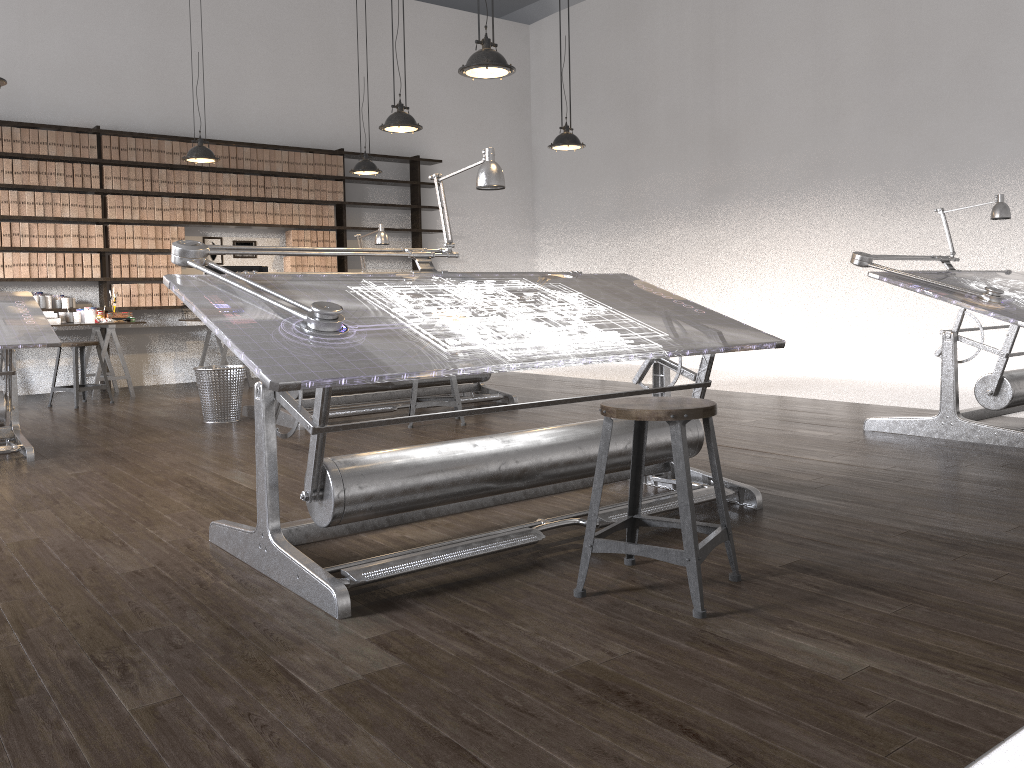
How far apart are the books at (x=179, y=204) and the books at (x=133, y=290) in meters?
0.8

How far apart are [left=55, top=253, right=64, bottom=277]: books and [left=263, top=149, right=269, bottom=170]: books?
2.2 meters

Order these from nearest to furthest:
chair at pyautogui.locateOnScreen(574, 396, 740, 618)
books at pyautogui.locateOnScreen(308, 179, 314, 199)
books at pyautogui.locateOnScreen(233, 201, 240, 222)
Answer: chair at pyautogui.locateOnScreen(574, 396, 740, 618) < books at pyautogui.locateOnScreen(233, 201, 240, 222) < books at pyautogui.locateOnScreen(308, 179, 314, 199)

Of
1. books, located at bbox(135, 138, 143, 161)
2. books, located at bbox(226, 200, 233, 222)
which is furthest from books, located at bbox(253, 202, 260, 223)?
books, located at bbox(135, 138, 143, 161)

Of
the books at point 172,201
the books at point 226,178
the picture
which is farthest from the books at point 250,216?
the books at point 172,201

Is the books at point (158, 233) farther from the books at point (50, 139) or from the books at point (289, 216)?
the books at point (289, 216)

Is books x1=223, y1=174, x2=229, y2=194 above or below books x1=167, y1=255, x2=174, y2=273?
above

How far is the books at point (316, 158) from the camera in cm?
937

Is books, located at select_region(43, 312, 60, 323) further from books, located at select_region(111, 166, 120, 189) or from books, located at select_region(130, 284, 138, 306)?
books, located at select_region(111, 166, 120, 189)

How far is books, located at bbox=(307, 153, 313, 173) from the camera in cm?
934
